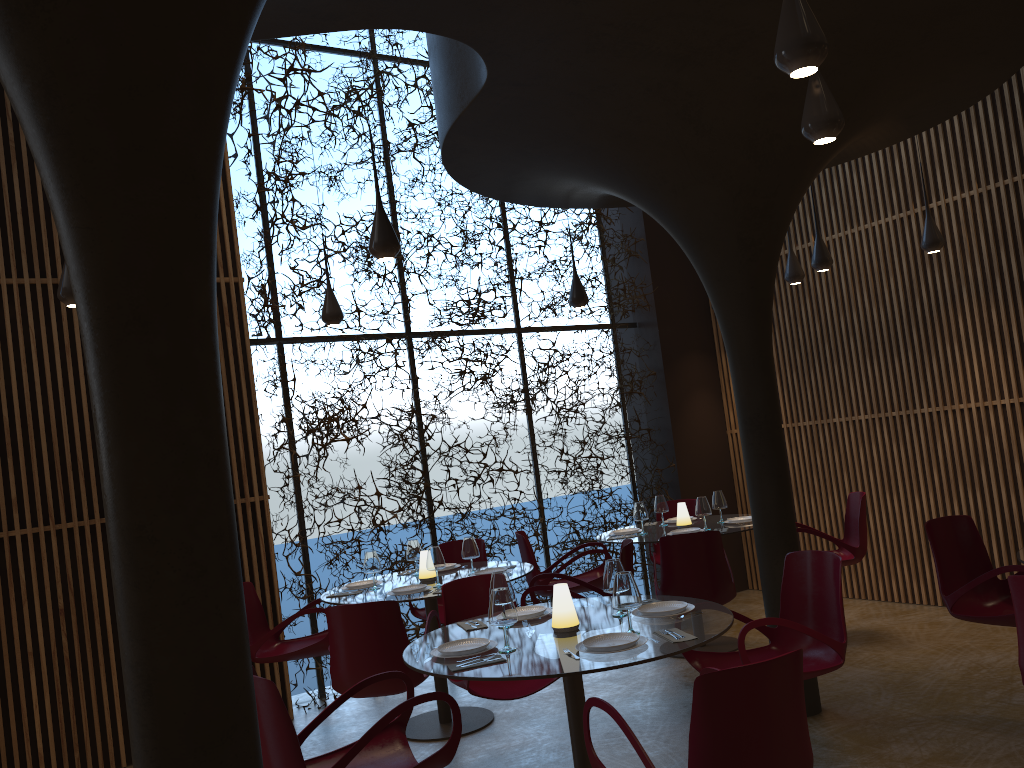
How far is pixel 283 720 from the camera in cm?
367

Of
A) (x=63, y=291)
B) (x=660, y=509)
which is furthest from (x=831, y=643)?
(x=63, y=291)

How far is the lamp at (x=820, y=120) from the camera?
4.1 meters

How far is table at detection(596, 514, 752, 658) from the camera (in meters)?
7.74

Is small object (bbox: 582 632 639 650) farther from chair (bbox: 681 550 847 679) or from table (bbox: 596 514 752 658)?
table (bbox: 596 514 752 658)

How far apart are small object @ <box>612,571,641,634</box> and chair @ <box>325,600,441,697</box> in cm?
169

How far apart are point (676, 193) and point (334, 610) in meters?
3.5

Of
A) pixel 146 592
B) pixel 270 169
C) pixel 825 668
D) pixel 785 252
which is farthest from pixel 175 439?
pixel 785 252

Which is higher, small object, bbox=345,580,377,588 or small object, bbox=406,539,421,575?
small object, bbox=406,539,421,575

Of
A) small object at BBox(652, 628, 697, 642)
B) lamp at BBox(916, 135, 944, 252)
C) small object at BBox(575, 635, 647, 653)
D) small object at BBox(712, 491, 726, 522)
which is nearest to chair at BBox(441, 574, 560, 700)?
small object at BBox(575, 635, 647, 653)
